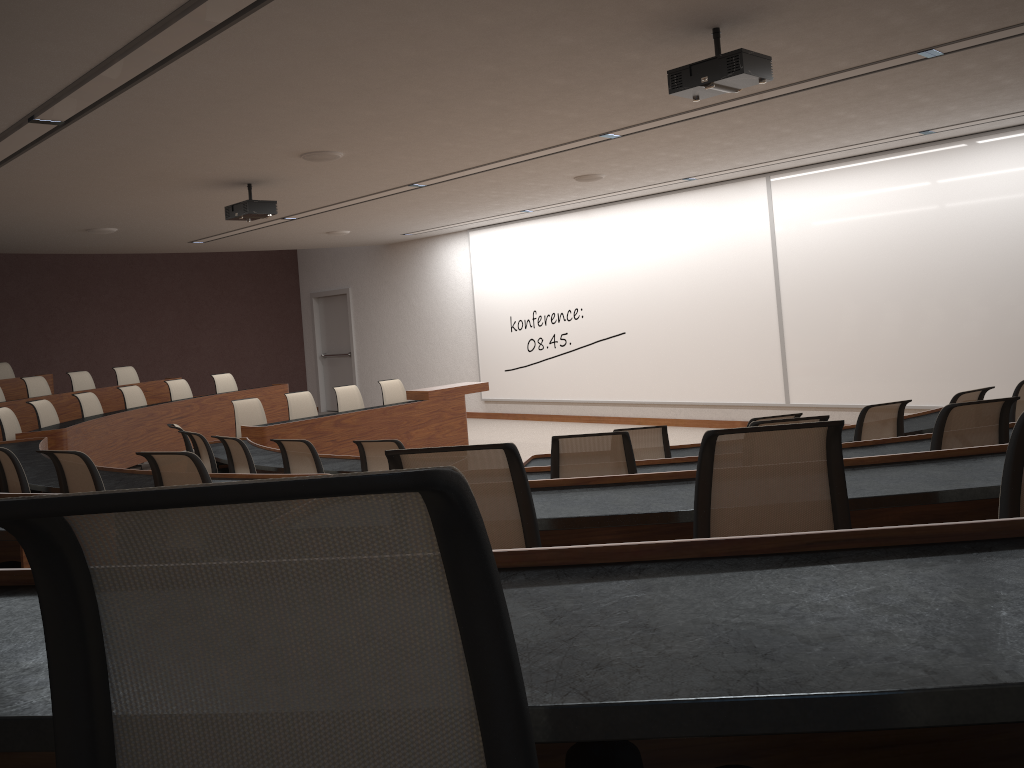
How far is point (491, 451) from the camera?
2.09m

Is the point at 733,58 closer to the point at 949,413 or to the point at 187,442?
the point at 949,413

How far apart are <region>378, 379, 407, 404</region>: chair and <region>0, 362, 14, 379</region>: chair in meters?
5.6

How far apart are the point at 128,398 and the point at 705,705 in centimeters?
1093cm

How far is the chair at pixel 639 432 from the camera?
→ 5.1m

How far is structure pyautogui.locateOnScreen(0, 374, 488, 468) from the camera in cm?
893

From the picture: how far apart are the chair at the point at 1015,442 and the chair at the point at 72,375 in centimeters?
1176cm

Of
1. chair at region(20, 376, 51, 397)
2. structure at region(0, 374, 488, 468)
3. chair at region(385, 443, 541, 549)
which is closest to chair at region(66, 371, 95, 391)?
chair at region(20, 376, 51, 397)

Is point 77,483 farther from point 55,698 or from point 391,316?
point 391,316

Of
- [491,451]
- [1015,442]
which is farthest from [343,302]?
[1015,442]
